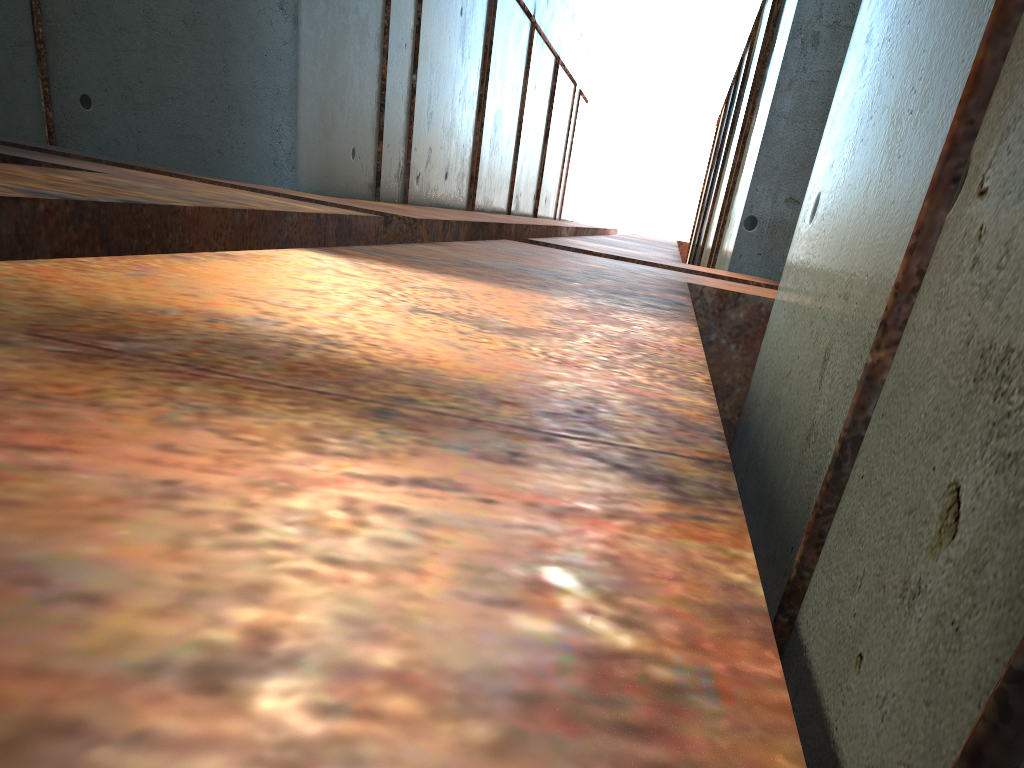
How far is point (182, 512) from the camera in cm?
63

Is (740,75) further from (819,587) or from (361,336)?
(361,336)
